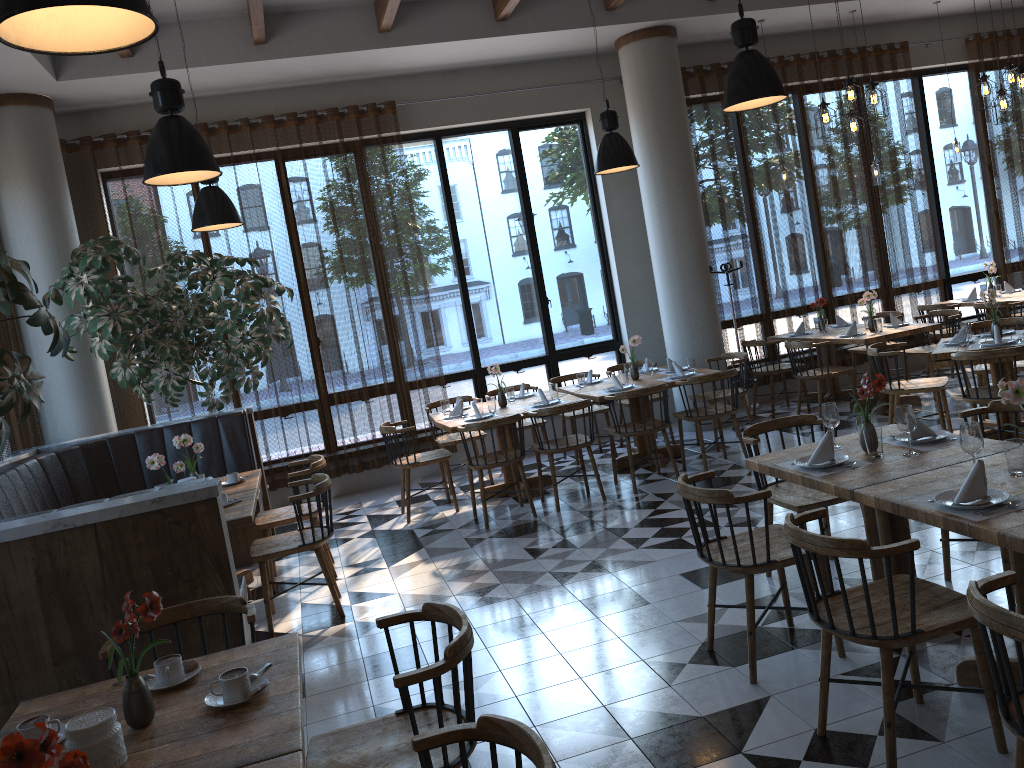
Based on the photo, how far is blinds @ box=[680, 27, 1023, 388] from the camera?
9.7m

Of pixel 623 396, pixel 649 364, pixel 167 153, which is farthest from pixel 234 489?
pixel 649 364

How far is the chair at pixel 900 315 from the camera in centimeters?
940cm

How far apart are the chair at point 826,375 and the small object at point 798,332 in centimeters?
82cm

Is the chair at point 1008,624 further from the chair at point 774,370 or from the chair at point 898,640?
the chair at point 774,370

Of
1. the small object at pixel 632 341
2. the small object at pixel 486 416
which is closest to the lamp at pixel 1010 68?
the small object at pixel 632 341

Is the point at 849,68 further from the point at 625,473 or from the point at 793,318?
the point at 625,473

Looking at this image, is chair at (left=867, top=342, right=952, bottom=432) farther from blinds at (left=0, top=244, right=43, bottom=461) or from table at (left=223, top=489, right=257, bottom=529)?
blinds at (left=0, top=244, right=43, bottom=461)

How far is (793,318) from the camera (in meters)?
10.02

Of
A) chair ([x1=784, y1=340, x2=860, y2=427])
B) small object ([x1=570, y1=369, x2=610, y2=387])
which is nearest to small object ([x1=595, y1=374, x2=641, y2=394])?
small object ([x1=570, y1=369, x2=610, y2=387])
